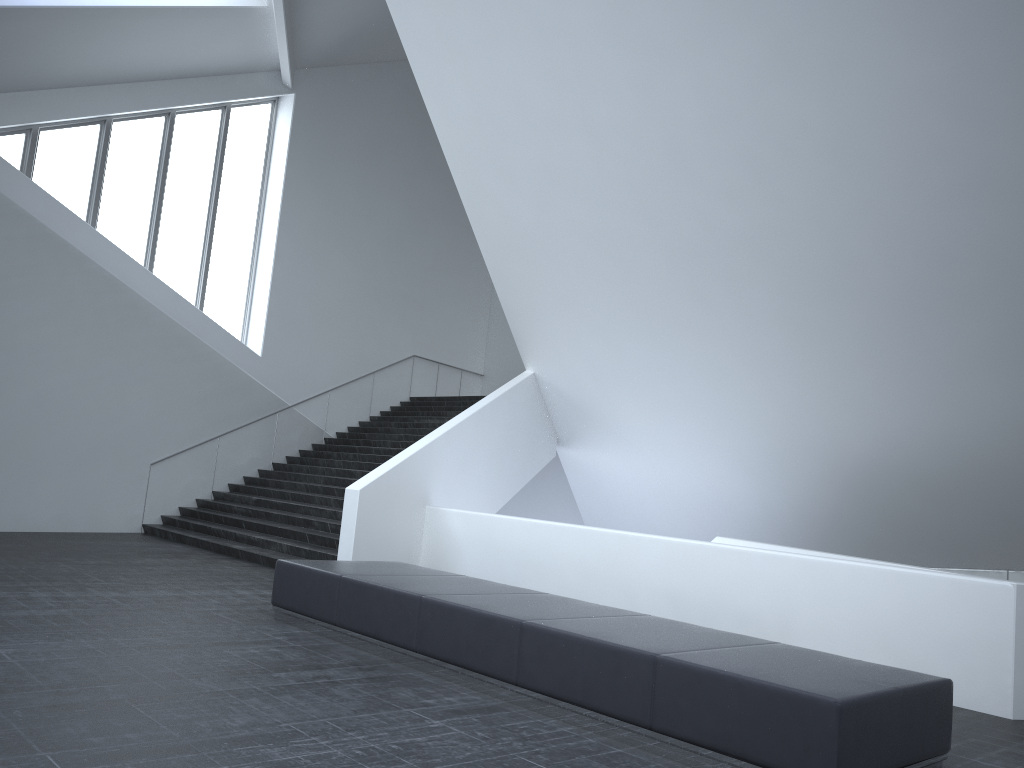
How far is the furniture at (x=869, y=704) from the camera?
4.7m

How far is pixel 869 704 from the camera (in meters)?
4.67

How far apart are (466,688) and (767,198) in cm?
617

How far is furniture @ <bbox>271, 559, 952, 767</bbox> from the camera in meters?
4.7
